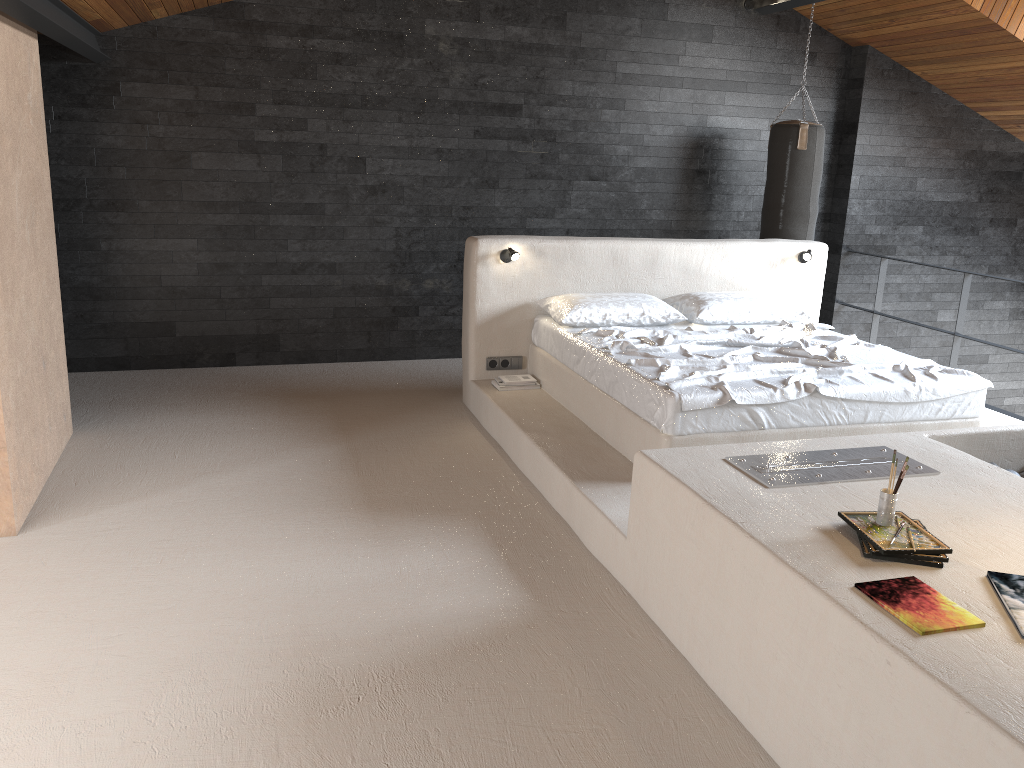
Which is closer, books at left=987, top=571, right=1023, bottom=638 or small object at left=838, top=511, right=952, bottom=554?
books at left=987, top=571, right=1023, bottom=638

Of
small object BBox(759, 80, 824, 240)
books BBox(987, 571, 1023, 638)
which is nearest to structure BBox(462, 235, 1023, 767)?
books BBox(987, 571, 1023, 638)

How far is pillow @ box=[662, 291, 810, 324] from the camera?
5.6 meters

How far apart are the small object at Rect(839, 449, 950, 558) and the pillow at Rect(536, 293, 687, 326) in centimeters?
282cm

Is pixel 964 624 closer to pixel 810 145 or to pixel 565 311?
pixel 565 311

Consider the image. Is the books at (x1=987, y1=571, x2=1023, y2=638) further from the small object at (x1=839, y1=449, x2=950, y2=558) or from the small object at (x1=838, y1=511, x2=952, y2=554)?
the small object at (x1=839, y1=449, x2=950, y2=558)

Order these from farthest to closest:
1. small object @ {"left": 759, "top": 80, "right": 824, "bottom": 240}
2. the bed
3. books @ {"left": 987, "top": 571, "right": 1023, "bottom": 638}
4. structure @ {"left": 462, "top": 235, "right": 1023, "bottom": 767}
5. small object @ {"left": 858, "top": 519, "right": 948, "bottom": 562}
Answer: small object @ {"left": 759, "top": 80, "right": 824, "bottom": 240} → the bed → small object @ {"left": 858, "top": 519, "right": 948, "bottom": 562} → books @ {"left": 987, "top": 571, "right": 1023, "bottom": 638} → structure @ {"left": 462, "top": 235, "right": 1023, "bottom": 767}

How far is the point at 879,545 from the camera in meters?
2.5 m

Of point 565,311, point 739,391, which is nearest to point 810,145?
point 565,311

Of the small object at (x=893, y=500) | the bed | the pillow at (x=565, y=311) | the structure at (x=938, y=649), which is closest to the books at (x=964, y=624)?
the structure at (x=938, y=649)
